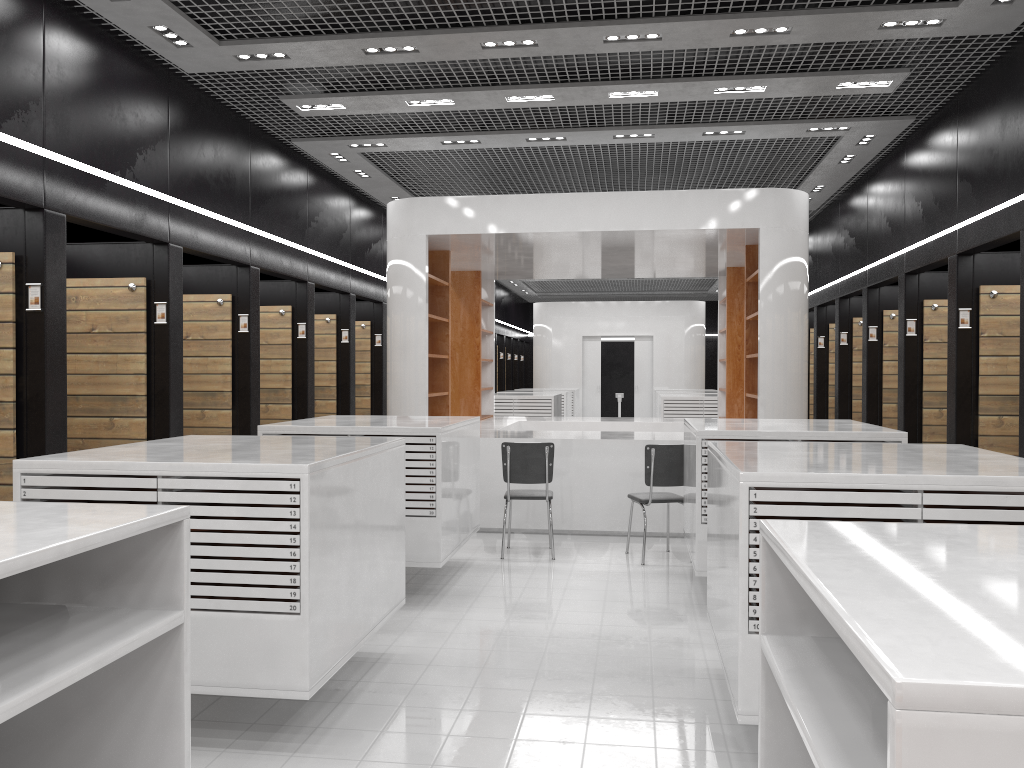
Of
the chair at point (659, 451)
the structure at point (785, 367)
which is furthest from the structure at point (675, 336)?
the chair at point (659, 451)

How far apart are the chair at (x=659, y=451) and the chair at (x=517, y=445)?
0.7m

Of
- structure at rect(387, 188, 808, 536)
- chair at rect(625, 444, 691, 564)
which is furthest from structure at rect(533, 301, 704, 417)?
chair at rect(625, 444, 691, 564)

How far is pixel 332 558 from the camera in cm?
388

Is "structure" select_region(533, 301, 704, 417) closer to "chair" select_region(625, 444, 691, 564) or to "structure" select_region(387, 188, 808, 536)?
"structure" select_region(387, 188, 808, 536)

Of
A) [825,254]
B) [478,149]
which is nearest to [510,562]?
[478,149]

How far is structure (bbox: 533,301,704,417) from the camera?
21.5m

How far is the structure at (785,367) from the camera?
8.4 meters

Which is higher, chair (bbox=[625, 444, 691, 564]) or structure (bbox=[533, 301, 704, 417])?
structure (bbox=[533, 301, 704, 417])

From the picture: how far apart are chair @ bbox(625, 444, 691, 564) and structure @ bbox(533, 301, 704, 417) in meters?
14.2 m
